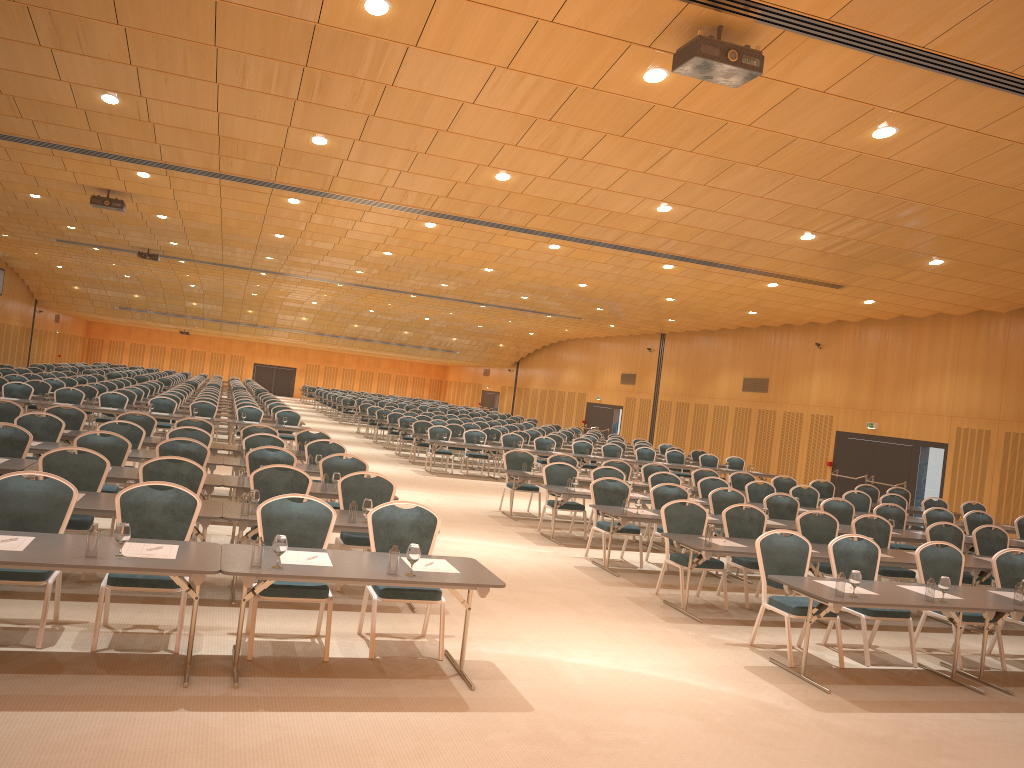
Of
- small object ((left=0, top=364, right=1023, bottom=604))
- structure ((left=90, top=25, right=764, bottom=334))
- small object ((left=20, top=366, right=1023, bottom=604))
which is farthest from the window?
structure ((left=90, top=25, right=764, bottom=334))

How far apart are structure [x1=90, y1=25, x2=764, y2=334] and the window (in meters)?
15.96

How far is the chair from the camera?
6.6m

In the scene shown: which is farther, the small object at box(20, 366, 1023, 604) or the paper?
the paper

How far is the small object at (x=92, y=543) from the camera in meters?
5.5 m

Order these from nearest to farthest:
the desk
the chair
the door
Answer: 1. the desk
2. the chair
3. the door

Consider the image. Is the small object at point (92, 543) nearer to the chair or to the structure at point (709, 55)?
the chair

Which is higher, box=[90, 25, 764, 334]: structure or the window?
box=[90, 25, 764, 334]: structure

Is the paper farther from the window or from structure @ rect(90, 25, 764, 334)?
the window

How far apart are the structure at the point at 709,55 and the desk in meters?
4.1
